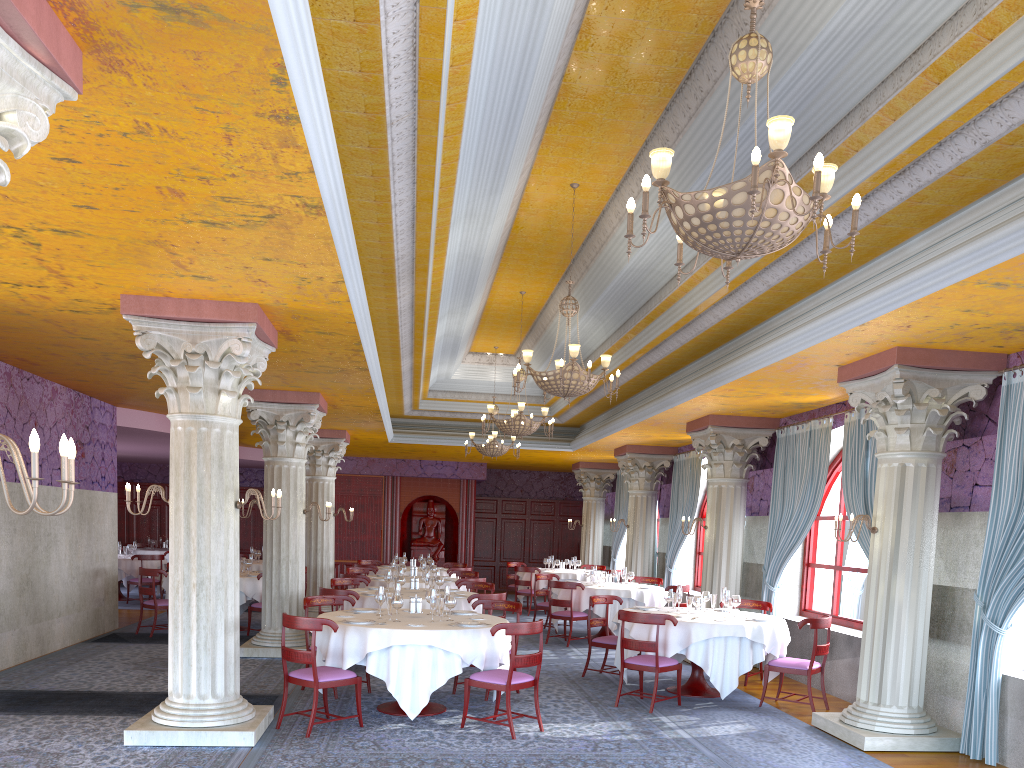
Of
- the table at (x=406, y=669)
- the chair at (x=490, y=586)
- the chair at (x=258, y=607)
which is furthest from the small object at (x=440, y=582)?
the chair at (x=258, y=607)

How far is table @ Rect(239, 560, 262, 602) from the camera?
17.5 meters

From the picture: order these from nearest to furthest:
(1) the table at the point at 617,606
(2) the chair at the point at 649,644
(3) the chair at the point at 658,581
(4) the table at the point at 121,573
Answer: (2) the chair at the point at 649,644
(1) the table at the point at 617,606
(3) the chair at the point at 658,581
(4) the table at the point at 121,573

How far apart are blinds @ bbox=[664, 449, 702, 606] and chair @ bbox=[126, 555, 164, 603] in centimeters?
1055cm

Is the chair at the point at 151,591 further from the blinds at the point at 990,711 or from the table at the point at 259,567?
the blinds at the point at 990,711

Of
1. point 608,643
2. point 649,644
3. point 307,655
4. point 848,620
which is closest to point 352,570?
point 608,643

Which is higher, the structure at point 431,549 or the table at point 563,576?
the structure at point 431,549

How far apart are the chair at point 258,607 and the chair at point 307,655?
5.9m

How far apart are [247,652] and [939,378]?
8.9 meters

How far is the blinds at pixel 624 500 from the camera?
20.7m
